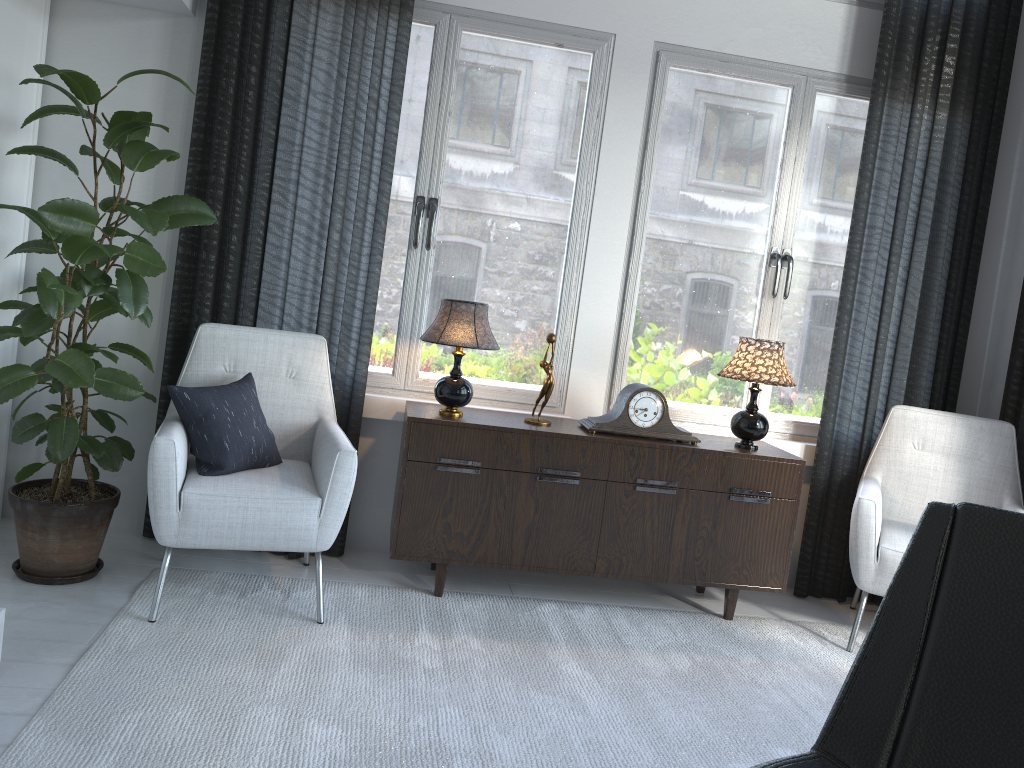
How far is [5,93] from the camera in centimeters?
284cm

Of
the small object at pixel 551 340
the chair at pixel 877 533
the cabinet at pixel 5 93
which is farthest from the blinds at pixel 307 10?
the small object at pixel 551 340

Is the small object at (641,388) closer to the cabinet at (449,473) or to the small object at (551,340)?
the cabinet at (449,473)

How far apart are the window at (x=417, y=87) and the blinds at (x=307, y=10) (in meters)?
0.11

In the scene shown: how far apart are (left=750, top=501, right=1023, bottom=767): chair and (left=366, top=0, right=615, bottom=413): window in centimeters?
208cm

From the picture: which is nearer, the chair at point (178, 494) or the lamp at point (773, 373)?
the chair at point (178, 494)

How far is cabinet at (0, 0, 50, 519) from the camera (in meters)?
2.84

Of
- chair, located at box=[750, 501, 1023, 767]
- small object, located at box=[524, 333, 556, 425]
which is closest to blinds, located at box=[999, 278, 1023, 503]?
small object, located at box=[524, 333, 556, 425]

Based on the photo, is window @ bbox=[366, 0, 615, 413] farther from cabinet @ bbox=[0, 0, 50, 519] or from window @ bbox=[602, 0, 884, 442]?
cabinet @ bbox=[0, 0, 50, 519]

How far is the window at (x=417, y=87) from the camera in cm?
329
